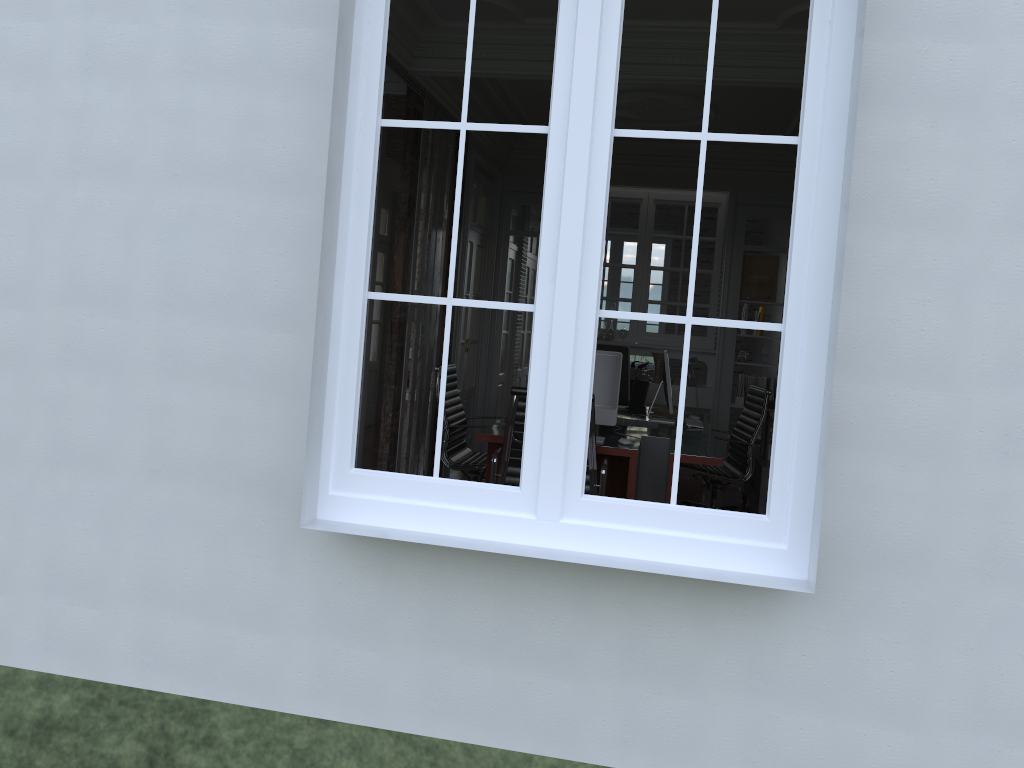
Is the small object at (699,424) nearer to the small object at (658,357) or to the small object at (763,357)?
the small object at (658,357)

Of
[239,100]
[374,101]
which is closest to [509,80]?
[239,100]

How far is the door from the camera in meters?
10.0 m

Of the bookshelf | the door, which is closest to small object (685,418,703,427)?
the bookshelf

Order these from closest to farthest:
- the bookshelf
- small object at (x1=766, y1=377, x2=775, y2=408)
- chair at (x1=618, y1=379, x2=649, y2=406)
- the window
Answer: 1. the window
2. the bookshelf
3. chair at (x1=618, y1=379, x2=649, y2=406)
4. small object at (x1=766, y1=377, x2=775, y2=408)

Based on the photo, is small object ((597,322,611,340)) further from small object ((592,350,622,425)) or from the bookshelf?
small object ((592,350,622,425))

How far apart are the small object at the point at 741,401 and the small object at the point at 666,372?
2.39m

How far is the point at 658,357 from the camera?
8.2 meters

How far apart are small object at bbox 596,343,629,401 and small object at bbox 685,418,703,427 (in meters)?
0.65

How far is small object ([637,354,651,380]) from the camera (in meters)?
8.22
